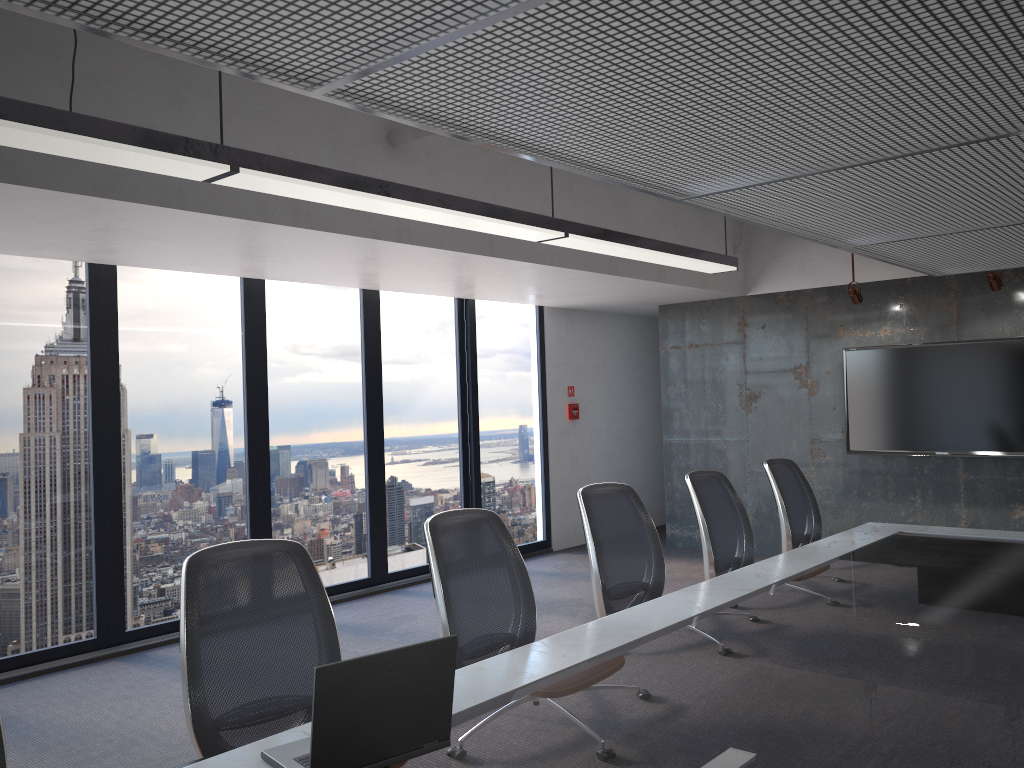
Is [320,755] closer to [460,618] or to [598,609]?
[460,618]

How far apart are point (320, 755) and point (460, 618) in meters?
1.3

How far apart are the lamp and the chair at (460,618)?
1.37m

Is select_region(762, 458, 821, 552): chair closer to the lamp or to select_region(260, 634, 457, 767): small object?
the lamp

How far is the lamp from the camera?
2.80m

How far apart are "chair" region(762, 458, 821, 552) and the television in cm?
250

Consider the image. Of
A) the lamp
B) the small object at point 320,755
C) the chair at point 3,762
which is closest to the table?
the small object at point 320,755

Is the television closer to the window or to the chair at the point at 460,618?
the window

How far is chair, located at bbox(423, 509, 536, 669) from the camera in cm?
315

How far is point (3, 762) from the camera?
2.0m
